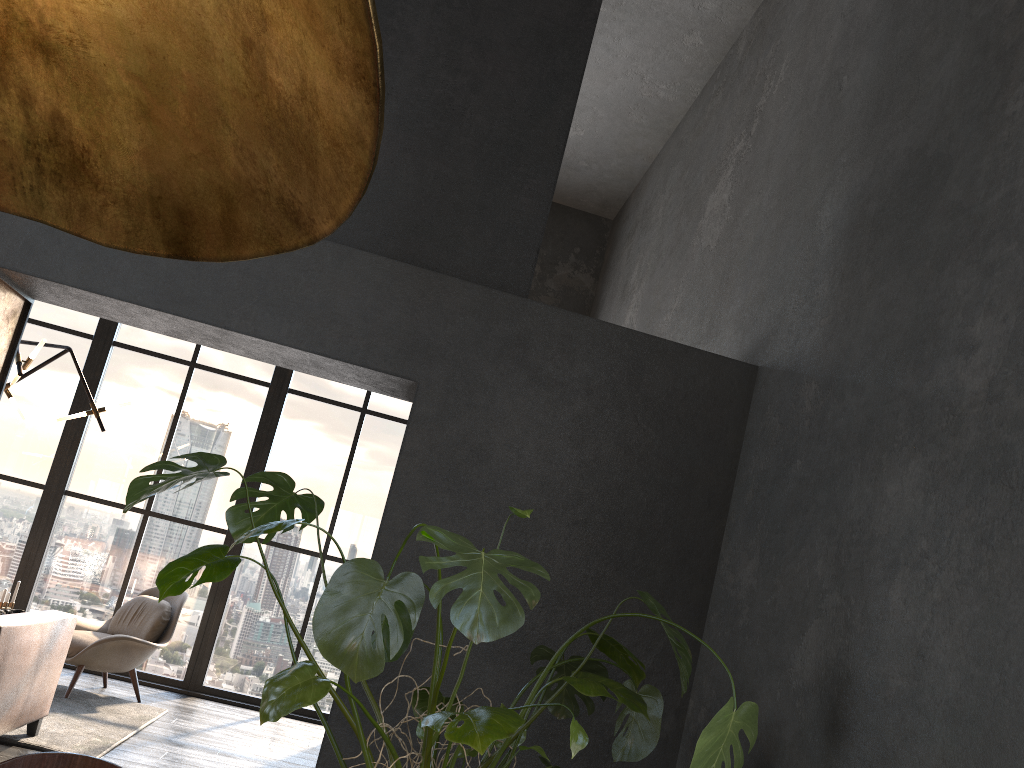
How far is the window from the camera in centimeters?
715cm

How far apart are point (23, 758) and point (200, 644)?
6.2m

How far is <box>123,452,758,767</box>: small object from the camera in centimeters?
171cm

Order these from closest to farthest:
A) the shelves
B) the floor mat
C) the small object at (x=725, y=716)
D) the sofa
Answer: the small object at (x=725, y=716), the shelves, the sofa, the floor mat

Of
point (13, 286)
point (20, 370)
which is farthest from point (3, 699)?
point (20, 370)

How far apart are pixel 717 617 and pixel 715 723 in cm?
170

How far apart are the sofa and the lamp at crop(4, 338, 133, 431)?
1.55m

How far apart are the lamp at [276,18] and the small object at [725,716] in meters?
1.0

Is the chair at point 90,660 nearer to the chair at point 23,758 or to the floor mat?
the floor mat

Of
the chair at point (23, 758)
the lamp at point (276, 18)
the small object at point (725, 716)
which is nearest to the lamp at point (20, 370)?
the small object at point (725, 716)
